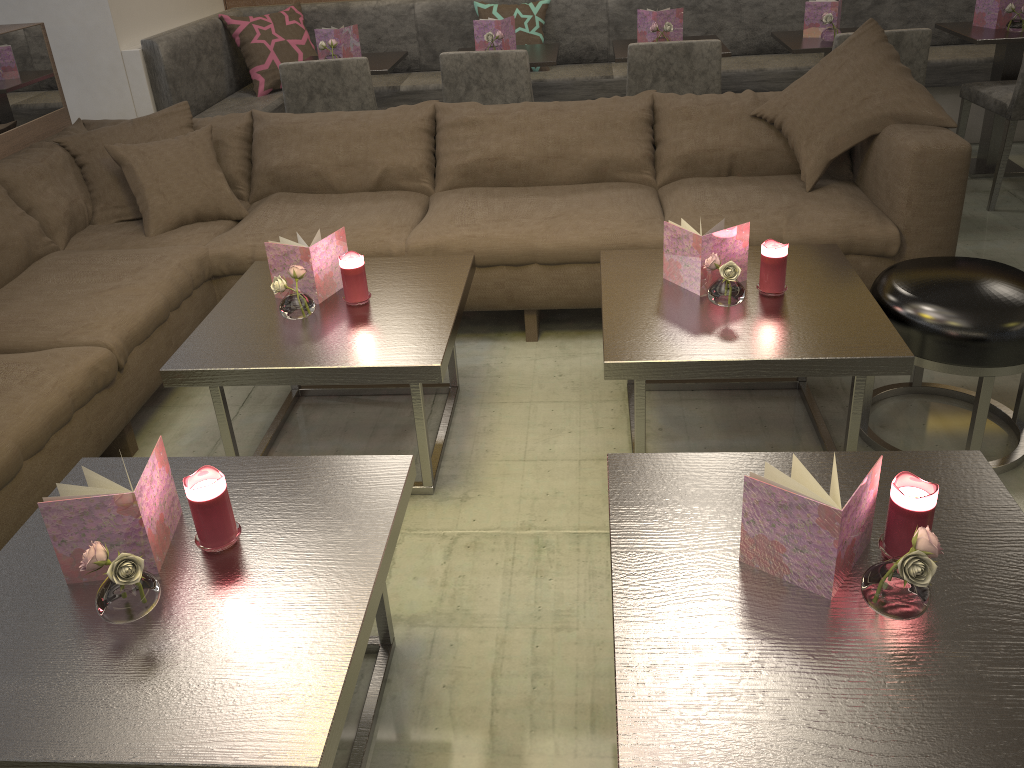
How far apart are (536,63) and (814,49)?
1.2 meters

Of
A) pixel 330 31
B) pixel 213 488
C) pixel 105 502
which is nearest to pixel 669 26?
pixel 330 31

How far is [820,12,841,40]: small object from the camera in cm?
382

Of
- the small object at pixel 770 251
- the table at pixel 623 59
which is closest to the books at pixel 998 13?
the table at pixel 623 59

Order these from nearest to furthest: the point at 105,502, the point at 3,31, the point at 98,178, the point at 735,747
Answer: the point at 735,747 < the point at 105,502 < the point at 98,178 < the point at 3,31

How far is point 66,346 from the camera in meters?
2.3 m

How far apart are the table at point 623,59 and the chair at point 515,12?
0.6 meters

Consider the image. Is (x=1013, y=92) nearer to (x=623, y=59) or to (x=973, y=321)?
(x=623, y=59)

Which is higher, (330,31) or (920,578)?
(330,31)

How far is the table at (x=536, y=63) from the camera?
3.86m
